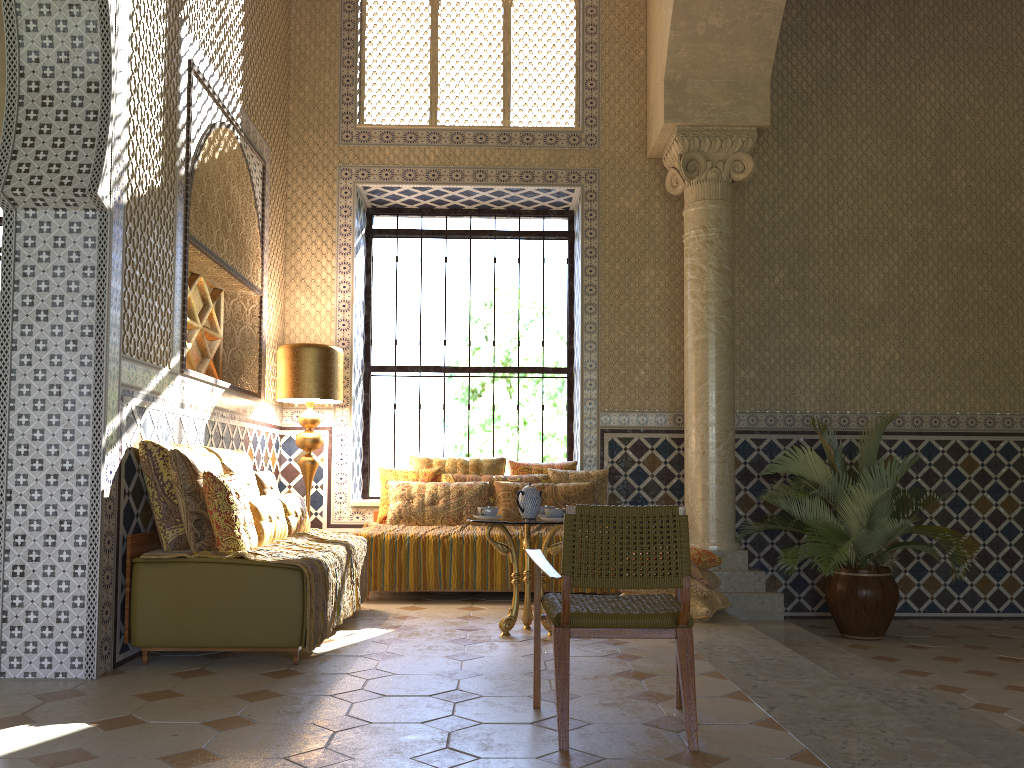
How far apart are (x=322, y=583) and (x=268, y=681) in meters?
1.0

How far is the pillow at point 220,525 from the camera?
6.3m

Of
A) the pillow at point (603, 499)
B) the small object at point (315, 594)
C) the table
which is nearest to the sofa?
the small object at point (315, 594)

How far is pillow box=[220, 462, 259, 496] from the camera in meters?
7.3

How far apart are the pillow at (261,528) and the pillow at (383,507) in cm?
263

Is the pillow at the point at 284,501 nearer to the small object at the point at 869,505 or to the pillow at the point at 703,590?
the pillow at the point at 703,590

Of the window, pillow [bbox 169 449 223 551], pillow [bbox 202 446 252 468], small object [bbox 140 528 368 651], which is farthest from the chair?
the window

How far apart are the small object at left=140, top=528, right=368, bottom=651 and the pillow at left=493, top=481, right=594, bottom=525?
1.8m

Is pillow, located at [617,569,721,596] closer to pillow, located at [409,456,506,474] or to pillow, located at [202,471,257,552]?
pillow, located at [409,456,506,474]

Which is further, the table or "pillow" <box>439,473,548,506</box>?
"pillow" <box>439,473,548,506</box>
